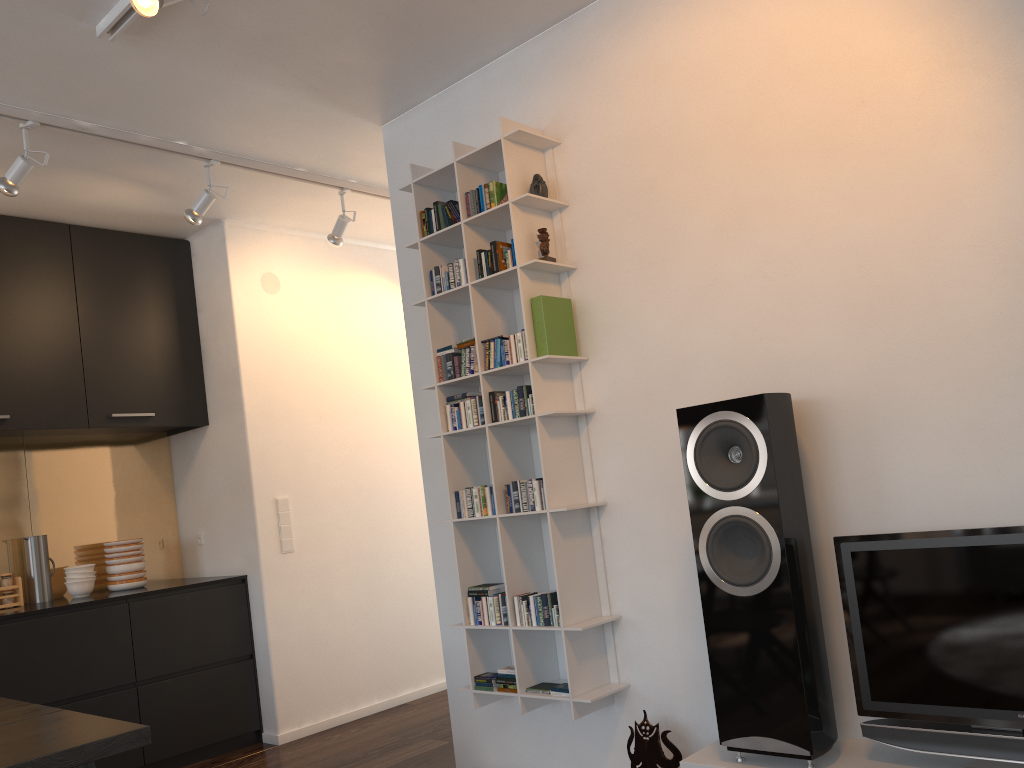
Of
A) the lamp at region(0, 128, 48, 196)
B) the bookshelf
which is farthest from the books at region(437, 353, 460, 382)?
the lamp at region(0, 128, 48, 196)

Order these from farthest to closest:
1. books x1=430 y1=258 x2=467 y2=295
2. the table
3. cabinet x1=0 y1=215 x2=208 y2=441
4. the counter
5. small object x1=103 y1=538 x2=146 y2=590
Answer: small object x1=103 y1=538 x2=146 y2=590
cabinet x1=0 y1=215 x2=208 y2=441
the counter
books x1=430 y1=258 x2=467 y2=295
the table

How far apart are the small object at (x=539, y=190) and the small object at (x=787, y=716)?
1.0 meters

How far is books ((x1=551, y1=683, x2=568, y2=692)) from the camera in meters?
2.9

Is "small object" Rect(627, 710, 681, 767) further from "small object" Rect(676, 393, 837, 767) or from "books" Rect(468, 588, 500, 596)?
"books" Rect(468, 588, 500, 596)

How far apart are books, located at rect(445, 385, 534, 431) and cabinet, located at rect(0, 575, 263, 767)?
2.0 meters

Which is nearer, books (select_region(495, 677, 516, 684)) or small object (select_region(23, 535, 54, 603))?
books (select_region(495, 677, 516, 684))

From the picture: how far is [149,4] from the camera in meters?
2.4

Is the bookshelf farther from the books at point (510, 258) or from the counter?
the counter

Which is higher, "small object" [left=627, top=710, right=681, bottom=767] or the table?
the table
